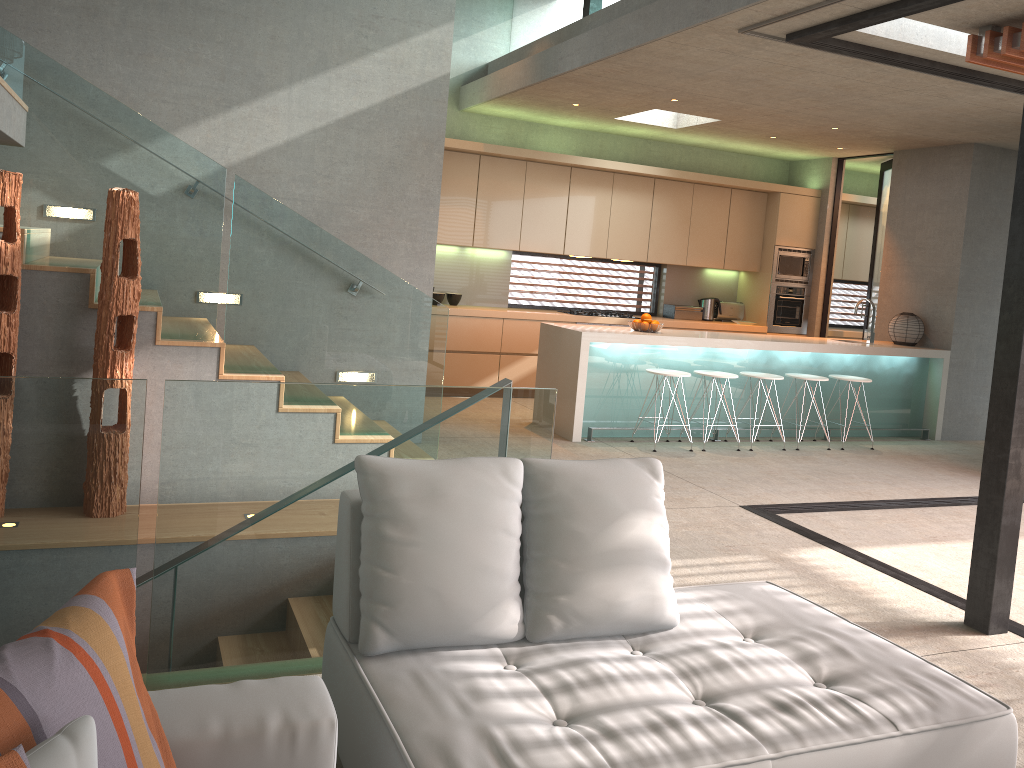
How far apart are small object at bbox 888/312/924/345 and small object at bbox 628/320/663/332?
2.9m

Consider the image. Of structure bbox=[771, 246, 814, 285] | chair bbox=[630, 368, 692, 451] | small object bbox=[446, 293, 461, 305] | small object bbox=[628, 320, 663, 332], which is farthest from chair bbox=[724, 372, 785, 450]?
small object bbox=[446, 293, 461, 305]

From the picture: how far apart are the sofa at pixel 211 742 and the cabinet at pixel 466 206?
7.1m

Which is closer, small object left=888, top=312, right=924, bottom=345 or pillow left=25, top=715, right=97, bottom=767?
pillow left=25, top=715, right=97, bottom=767

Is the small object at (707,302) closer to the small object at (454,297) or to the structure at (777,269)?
the structure at (777,269)

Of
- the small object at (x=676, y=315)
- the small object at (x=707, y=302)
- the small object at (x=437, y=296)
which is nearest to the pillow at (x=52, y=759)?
the small object at (x=437, y=296)

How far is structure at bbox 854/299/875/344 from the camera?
8.6 meters

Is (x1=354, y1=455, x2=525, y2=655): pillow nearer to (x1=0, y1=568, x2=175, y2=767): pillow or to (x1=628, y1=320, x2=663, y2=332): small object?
(x1=0, y1=568, x2=175, y2=767): pillow

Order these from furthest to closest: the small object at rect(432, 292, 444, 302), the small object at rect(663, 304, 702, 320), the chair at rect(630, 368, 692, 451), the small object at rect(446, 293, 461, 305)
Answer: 1. the small object at rect(663, 304, 702, 320)
2. the small object at rect(446, 293, 461, 305)
3. the small object at rect(432, 292, 444, 302)
4. the chair at rect(630, 368, 692, 451)

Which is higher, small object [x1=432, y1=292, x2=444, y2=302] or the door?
the door
